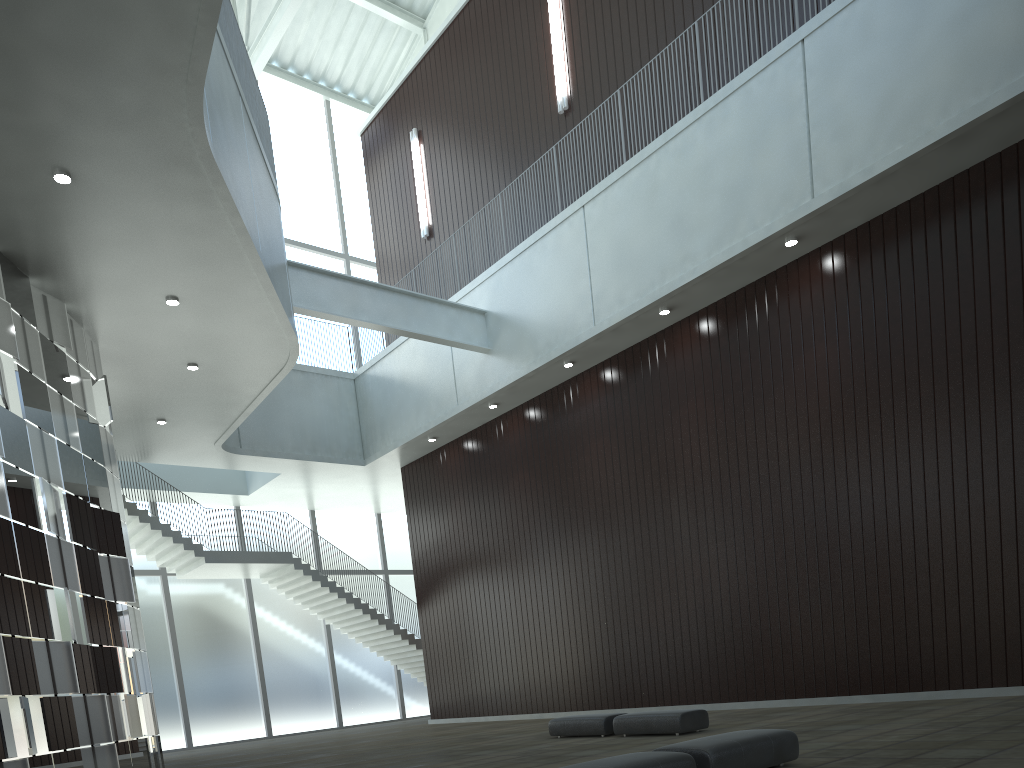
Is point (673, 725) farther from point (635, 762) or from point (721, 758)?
point (635, 762)

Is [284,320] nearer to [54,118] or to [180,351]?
[180,351]

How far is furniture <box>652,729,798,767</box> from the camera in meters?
18.5

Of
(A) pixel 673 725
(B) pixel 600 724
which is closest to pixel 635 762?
(A) pixel 673 725

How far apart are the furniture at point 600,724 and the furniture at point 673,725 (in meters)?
0.79

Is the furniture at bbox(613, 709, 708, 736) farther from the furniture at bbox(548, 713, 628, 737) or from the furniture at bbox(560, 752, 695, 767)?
the furniture at bbox(560, 752, 695, 767)

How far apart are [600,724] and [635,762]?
19.75m

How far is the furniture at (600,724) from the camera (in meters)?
35.50

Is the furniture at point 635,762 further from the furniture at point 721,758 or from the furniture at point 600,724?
the furniture at point 600,724

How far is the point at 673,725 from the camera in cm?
3236
